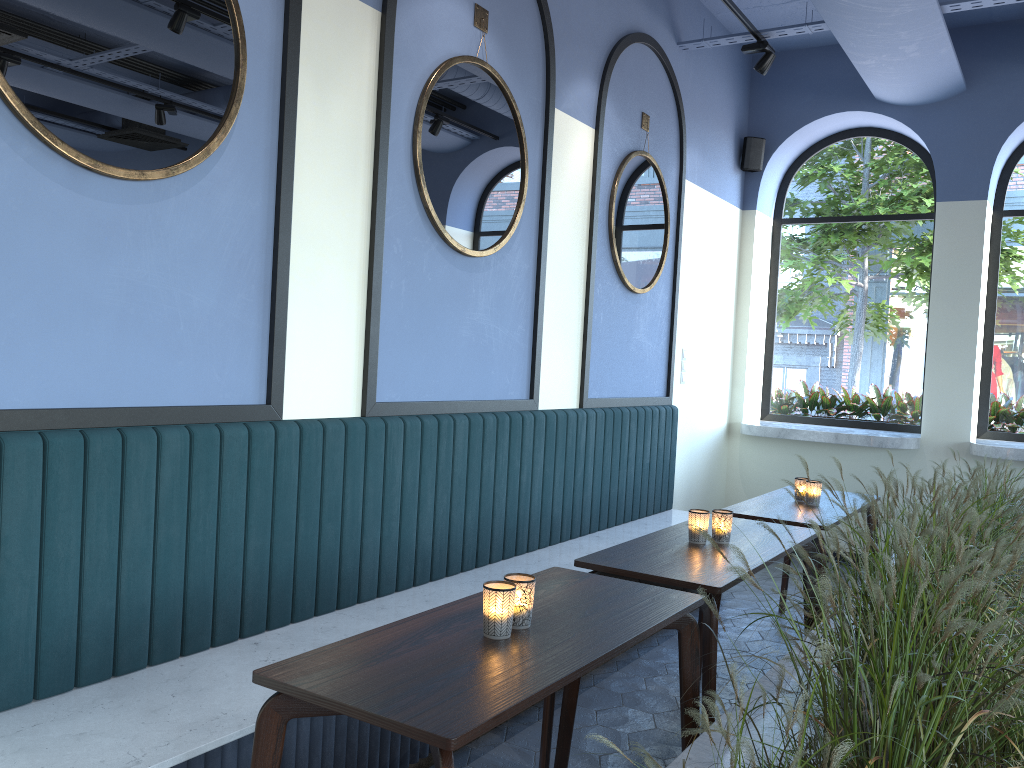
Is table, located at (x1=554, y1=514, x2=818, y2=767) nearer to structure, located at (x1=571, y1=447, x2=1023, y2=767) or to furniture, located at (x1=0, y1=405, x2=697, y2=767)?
structure, located at (x1=571, y1=447, x2=1023, y2=767)

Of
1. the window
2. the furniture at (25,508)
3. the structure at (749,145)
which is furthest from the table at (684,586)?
the structure at (749,145)

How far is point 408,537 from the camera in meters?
3.6 m

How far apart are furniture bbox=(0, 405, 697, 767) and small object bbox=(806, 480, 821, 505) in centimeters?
103cm

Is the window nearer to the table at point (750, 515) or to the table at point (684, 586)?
the table at point (750, 515)

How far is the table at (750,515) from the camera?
4.01m

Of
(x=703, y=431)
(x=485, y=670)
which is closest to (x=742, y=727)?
(x=485, y=670)

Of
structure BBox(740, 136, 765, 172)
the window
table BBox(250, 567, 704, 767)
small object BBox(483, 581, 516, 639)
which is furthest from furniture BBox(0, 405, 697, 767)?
structure BBox(740, 136, 765, 172)

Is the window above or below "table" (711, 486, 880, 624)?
above

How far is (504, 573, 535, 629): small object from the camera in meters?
2.1
